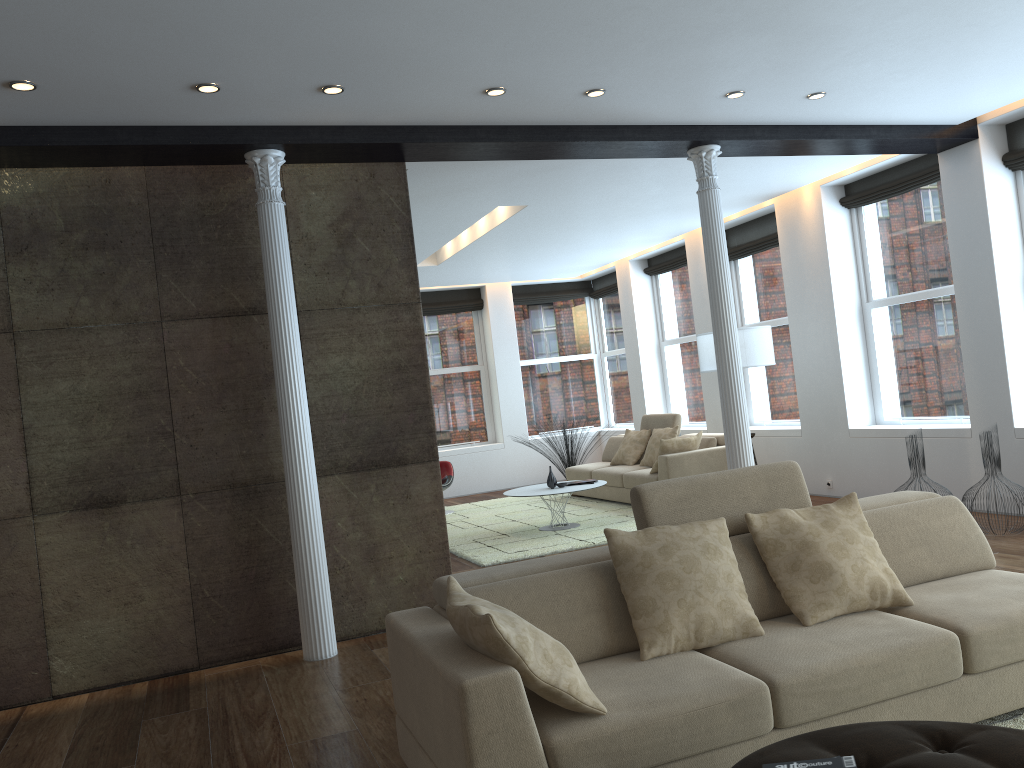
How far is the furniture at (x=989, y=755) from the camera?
2.1 meters

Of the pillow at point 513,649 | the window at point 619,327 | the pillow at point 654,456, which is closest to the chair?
the pillow at point 654,456

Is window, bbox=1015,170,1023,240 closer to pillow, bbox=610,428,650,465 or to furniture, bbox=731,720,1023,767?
pillow, bbox=610,428,650,465

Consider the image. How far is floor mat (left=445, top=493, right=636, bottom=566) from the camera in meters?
7.7 m

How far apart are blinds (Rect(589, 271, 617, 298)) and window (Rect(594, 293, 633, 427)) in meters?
0.1

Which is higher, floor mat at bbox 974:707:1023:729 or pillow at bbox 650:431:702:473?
pillow at bbox 650:431:702:473

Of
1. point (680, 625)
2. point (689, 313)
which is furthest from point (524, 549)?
point (689, 313)

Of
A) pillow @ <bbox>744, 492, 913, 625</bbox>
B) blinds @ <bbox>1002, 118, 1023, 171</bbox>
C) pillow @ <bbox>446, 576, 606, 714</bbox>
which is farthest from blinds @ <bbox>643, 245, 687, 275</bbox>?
pillow @ <bbox>446, 576, 606, 714</bbox>

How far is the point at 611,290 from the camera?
13.1m

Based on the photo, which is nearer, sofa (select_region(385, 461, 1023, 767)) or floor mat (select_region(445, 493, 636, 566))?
sofa (select_region(385, 461, 1023, 767))
